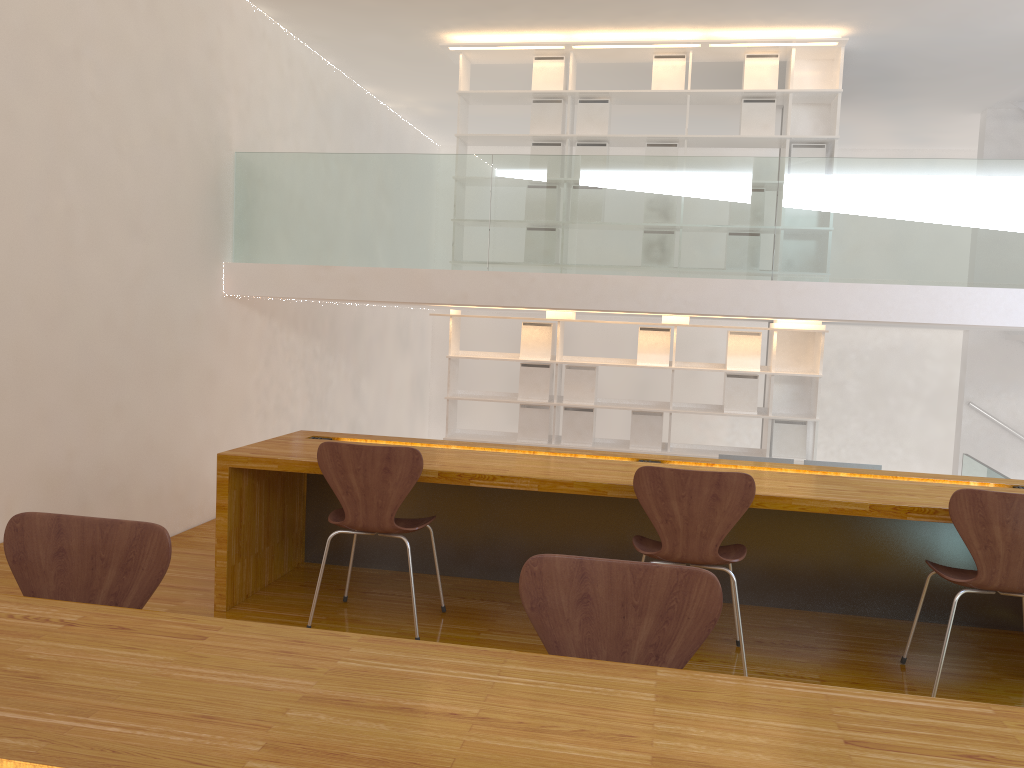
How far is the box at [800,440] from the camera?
6.7 meters

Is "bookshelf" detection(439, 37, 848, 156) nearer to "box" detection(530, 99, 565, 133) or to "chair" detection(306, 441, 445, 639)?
"box" detection(530, 99, 565, 133)

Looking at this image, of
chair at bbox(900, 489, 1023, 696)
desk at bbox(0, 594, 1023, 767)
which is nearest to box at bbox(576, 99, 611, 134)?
chair at bbox(900, 489, 1023, 696)

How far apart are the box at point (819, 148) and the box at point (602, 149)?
1.4 meters

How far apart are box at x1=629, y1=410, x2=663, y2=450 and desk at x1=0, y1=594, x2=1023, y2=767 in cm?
554

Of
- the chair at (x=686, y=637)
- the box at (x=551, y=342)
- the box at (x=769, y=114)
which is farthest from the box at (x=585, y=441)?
the chair at (x=686, y=637)

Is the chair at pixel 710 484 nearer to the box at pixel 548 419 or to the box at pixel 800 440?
the box at pixel 800 440

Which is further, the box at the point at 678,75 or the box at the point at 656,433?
the box at the point at 656,433

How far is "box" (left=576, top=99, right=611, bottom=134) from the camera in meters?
6.8 m

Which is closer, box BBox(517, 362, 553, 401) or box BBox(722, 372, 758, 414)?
box BBox(722, 372, 758, 414)
